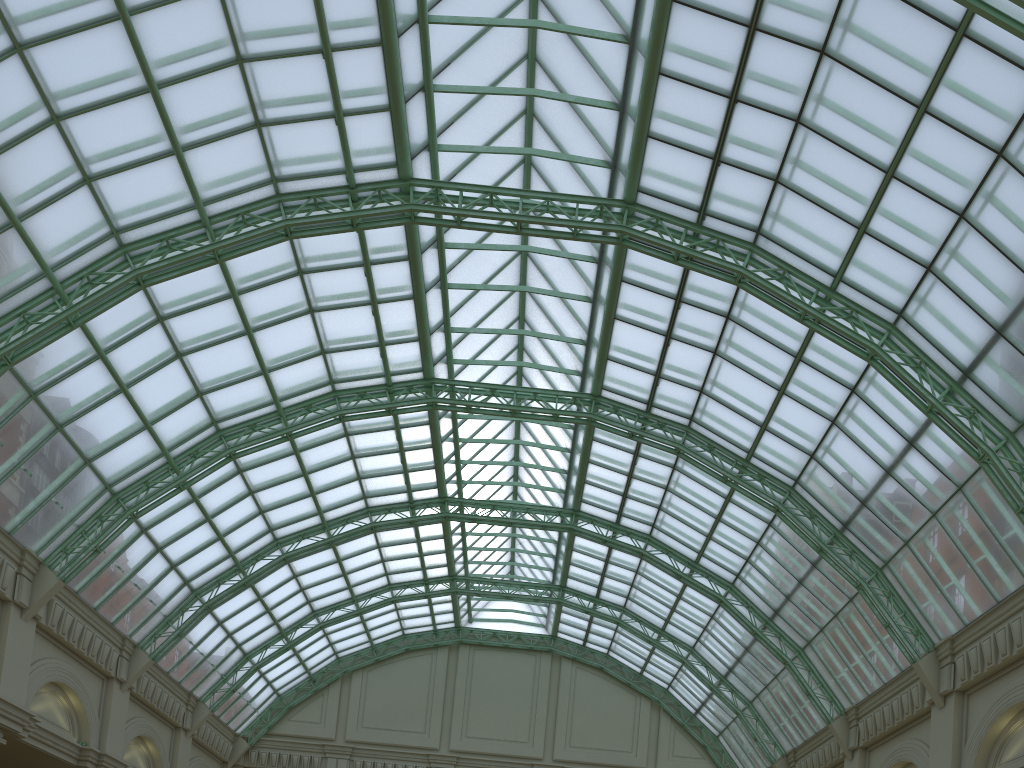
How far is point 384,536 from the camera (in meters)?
46.69
